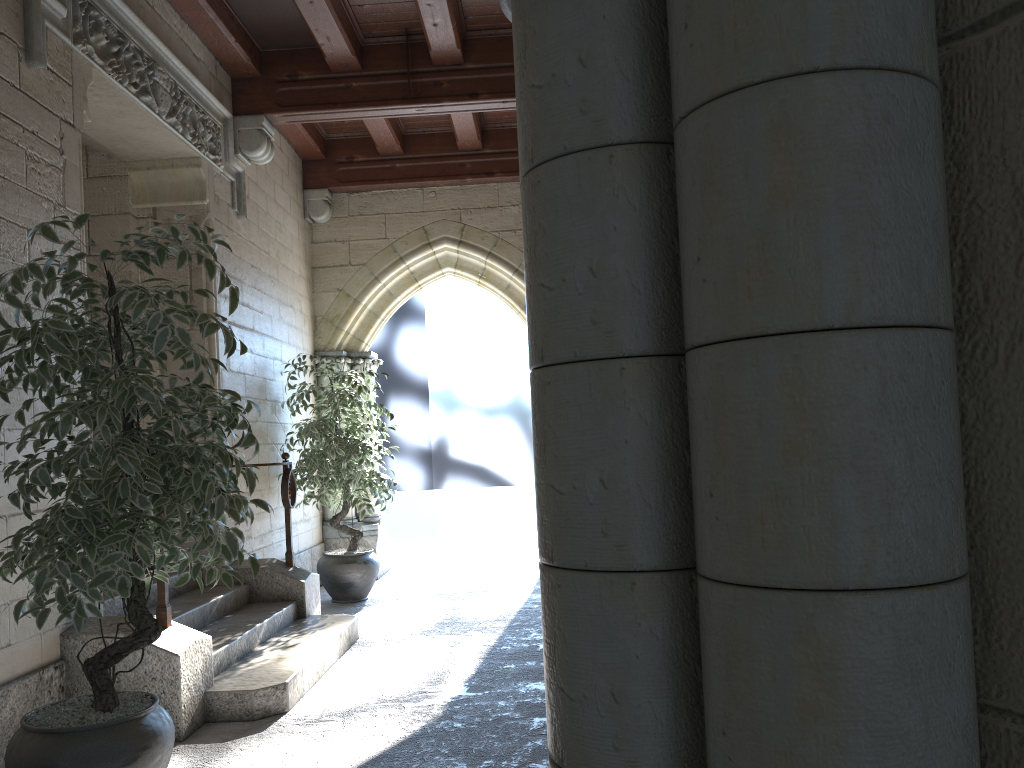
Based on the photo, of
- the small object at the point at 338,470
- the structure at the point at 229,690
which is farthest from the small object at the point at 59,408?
the small object at the point at 338,470

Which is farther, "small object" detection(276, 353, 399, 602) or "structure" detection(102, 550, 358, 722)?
"small object" detection(276, 353, 399, 602)

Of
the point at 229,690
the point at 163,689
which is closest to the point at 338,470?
the point at 229,690

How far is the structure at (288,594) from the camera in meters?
4.6 m

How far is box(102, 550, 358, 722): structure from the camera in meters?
3.2 m

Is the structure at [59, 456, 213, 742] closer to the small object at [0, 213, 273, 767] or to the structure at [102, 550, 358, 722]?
the structure at [102, 550, 358, 722]

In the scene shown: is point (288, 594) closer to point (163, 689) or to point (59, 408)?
point (163, 689)

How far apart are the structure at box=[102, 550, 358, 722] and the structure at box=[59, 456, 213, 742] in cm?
2

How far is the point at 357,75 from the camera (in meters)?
5.17

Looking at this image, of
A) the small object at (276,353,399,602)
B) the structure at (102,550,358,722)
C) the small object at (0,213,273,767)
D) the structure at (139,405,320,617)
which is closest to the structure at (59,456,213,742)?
the structure at (102,550,358,722)
